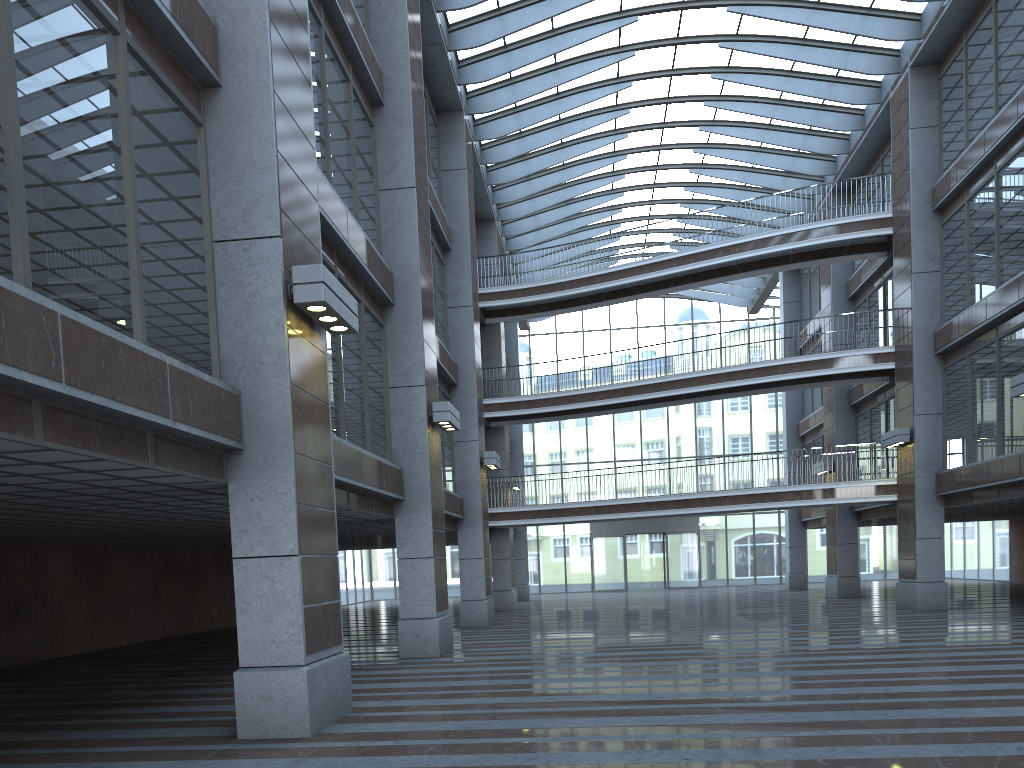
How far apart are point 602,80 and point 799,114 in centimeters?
658cm
